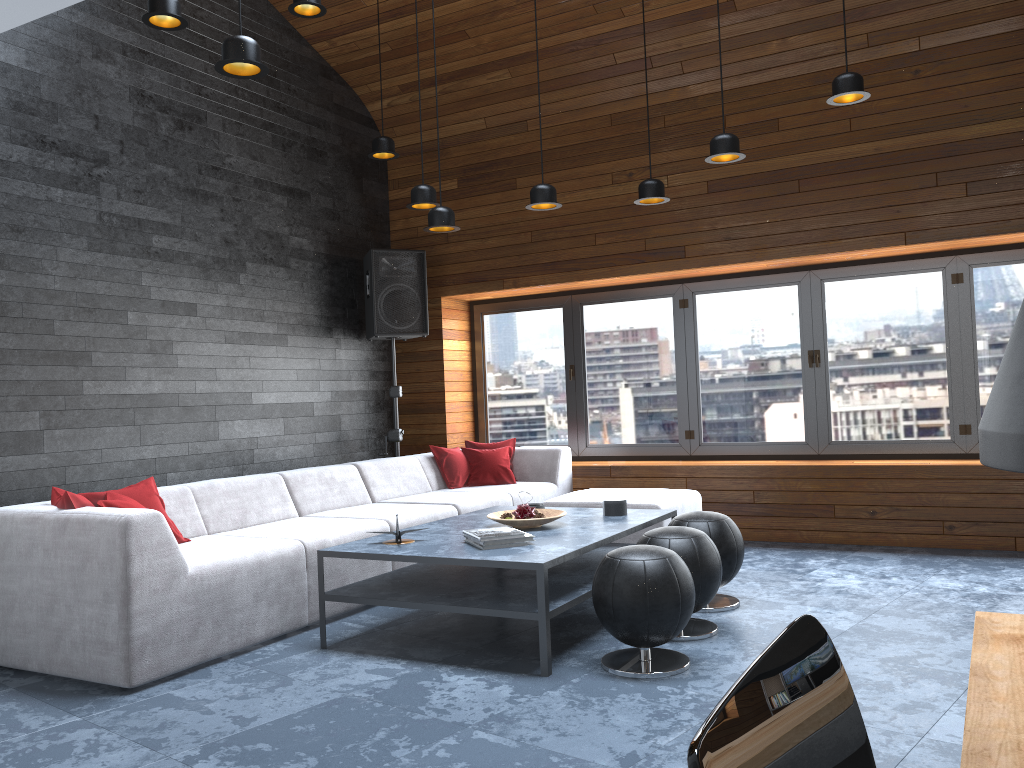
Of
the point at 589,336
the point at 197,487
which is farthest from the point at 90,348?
the point at 589,336

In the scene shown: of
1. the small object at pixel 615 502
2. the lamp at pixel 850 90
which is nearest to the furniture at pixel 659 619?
the small object at pixel 615 502

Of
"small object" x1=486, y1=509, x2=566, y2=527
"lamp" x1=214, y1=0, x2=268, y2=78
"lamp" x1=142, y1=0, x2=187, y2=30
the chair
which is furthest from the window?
the chair

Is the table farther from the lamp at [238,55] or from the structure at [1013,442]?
the lamp at [238,55]

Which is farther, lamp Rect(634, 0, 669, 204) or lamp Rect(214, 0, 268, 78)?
lamp Rect(634, 0, 669, 204)

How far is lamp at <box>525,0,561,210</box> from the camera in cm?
500

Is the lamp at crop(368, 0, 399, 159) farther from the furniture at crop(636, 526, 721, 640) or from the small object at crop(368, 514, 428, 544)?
the furniture at crop(636, 526, 721, 640)

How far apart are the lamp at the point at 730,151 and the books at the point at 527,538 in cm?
222

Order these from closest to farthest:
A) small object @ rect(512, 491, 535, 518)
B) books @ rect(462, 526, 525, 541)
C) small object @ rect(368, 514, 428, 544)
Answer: books @ rect(462, 526, 525, 541) → small object @ rect(368, 514, 428, 544) → small object @ rect(512, 491, 535, 518)

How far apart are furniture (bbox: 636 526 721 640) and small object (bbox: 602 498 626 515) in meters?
0.7 m
